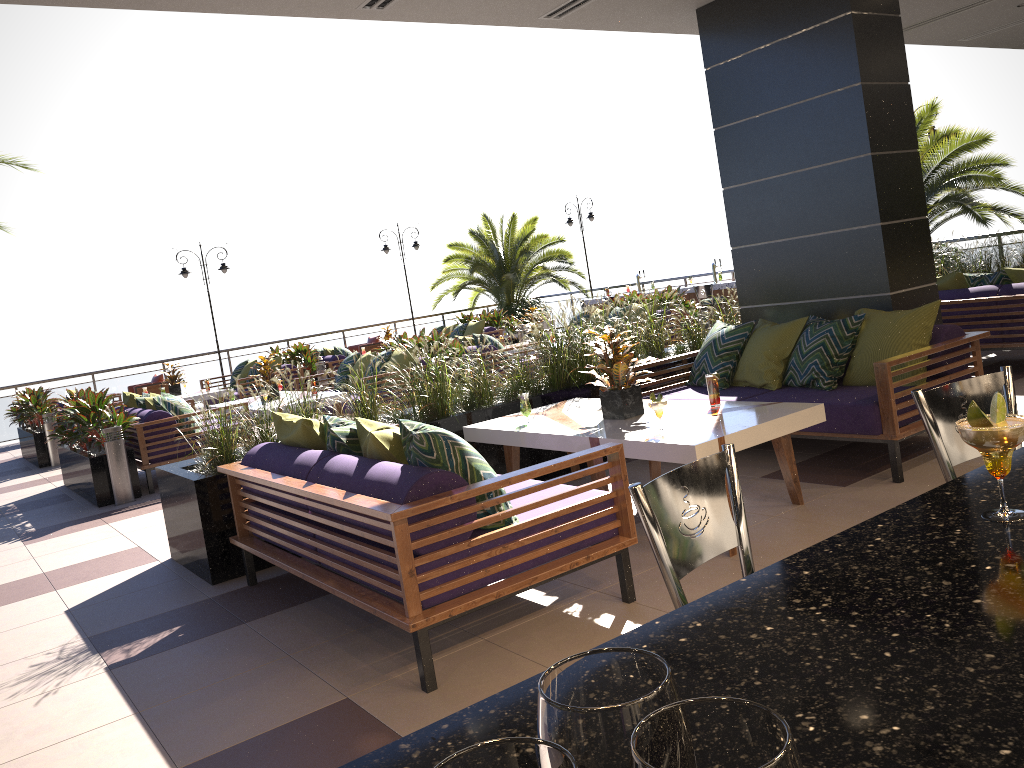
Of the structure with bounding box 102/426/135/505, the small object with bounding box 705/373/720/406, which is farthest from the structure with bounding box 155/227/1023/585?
the structure with bounding box 102/426/135/505

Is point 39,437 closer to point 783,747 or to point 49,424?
point 49,424

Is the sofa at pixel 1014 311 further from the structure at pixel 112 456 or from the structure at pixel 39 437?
the structure at pixel 39 437

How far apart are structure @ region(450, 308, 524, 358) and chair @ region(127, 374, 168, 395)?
5.9 meters

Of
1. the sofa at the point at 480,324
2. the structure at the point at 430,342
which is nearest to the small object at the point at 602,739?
the structure at the point at 430,342

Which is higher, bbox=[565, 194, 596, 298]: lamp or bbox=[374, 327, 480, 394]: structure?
bbox=[565, 194, 596, 298]: lamp

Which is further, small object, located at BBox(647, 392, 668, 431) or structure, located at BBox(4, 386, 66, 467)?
structure, located at BBox(4, 386, 66, 467)

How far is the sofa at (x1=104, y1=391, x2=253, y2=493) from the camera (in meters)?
8.37

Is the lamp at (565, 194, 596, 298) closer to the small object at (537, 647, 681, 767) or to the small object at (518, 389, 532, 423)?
the small object at (518, 389, 532, 423)

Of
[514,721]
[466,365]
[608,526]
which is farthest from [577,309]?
[514,721]
